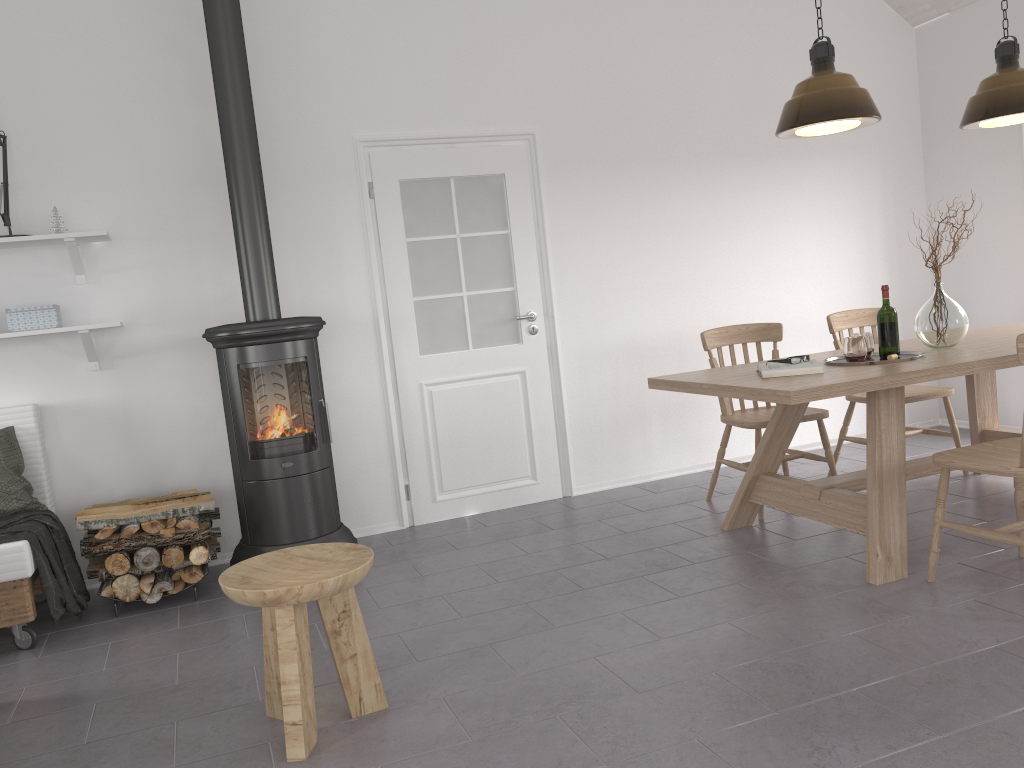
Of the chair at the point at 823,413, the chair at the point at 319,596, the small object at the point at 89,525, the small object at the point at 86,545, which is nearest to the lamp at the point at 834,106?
the chair at the point at 823,413

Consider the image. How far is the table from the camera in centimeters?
320cm

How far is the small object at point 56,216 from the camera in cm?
402

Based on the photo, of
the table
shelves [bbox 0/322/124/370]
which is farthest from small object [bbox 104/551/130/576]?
the table

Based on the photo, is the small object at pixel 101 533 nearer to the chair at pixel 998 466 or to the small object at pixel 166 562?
the small object at pixel 166 562

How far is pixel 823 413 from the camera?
4.27m

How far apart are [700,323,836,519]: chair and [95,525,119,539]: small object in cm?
286

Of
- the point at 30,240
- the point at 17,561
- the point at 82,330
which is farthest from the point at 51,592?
the point at 30,240

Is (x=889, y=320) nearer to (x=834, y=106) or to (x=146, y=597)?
(x=834, y=106)

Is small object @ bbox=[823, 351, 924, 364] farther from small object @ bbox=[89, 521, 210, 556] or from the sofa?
the sofa
